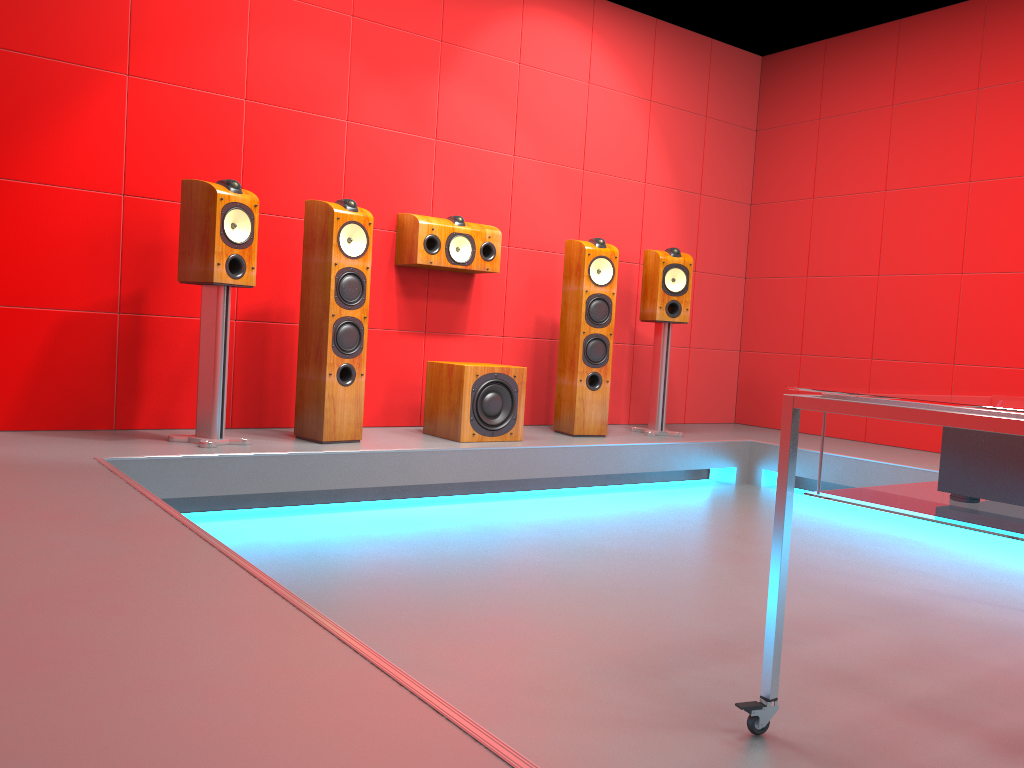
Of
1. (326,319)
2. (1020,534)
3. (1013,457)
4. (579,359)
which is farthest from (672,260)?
(1020,534)

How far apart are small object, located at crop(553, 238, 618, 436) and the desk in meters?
2.7

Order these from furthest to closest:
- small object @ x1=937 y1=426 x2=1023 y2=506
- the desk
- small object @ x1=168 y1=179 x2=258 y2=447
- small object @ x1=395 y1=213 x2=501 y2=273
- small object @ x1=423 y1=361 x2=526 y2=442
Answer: small object @ x1=395 y1=213 x2=501 y2=273 < small object @ x1=423 y1=361 x2=526 y2=442 < small object @ x1=168 y1=179 x2=258 y2=447 < small object @ x1=937 y1=426 x2=1023 y2=506 < the desk

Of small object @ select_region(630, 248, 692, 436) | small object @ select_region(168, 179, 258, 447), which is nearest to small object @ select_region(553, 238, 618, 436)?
small object @ select_region(630, 248, 692, 436)

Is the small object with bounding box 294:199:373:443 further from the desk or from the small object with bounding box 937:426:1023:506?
the small object with bounding box 937:426:1023:506

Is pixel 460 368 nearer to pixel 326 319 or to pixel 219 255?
pixel 326 319

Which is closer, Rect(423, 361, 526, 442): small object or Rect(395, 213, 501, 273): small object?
Rect(423, 361, 526, 442): small object

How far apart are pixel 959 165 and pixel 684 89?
1.69m

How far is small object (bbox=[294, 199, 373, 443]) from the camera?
3.7 meters

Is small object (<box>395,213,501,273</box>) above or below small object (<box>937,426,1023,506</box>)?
above
